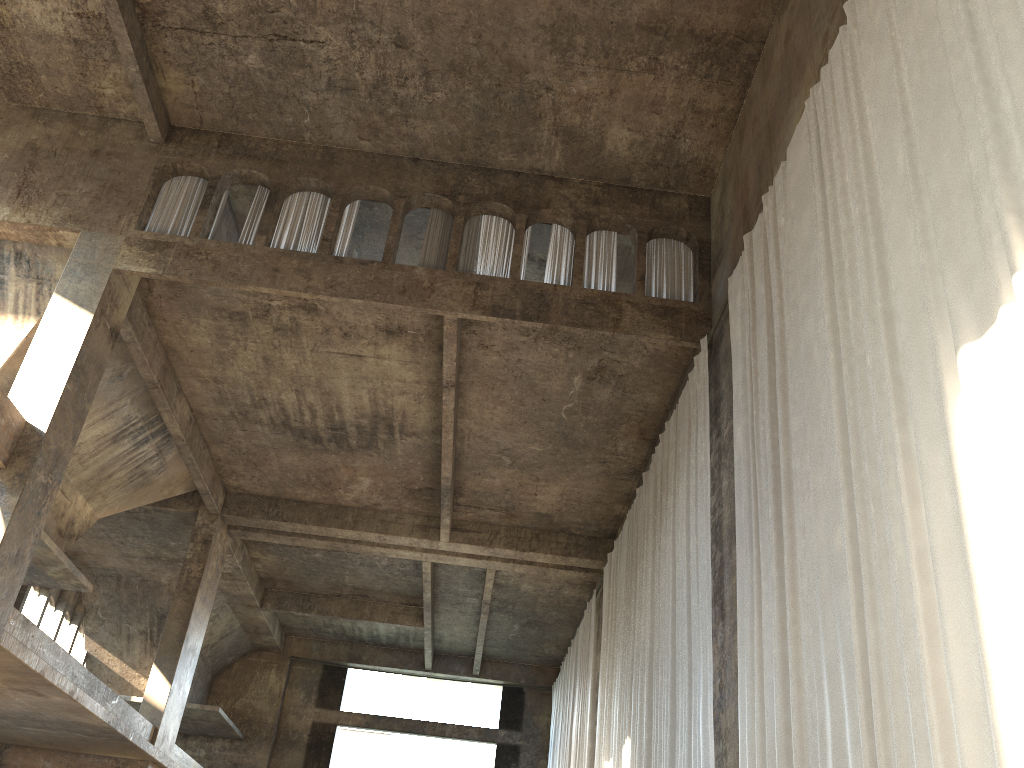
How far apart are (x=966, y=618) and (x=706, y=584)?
5.3m

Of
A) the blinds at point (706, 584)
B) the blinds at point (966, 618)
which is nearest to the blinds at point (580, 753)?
the blinds at point (706, 584)

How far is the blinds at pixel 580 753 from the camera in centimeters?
1737cm

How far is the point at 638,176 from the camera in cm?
1333

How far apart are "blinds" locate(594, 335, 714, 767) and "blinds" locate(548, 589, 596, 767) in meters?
1.5

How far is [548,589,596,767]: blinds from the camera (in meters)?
17.37

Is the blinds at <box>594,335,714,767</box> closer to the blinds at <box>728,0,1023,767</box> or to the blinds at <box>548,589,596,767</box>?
the blinds at <box>728,0,1023,767</box>

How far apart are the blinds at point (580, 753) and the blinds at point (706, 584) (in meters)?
1.54

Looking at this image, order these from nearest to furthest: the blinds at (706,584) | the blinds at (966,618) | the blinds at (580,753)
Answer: the blinds at (966,618)
the blinds at (706,584)
the blinds at (580,753)

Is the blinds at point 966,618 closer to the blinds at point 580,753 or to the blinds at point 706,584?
the blinds at point 706,584
